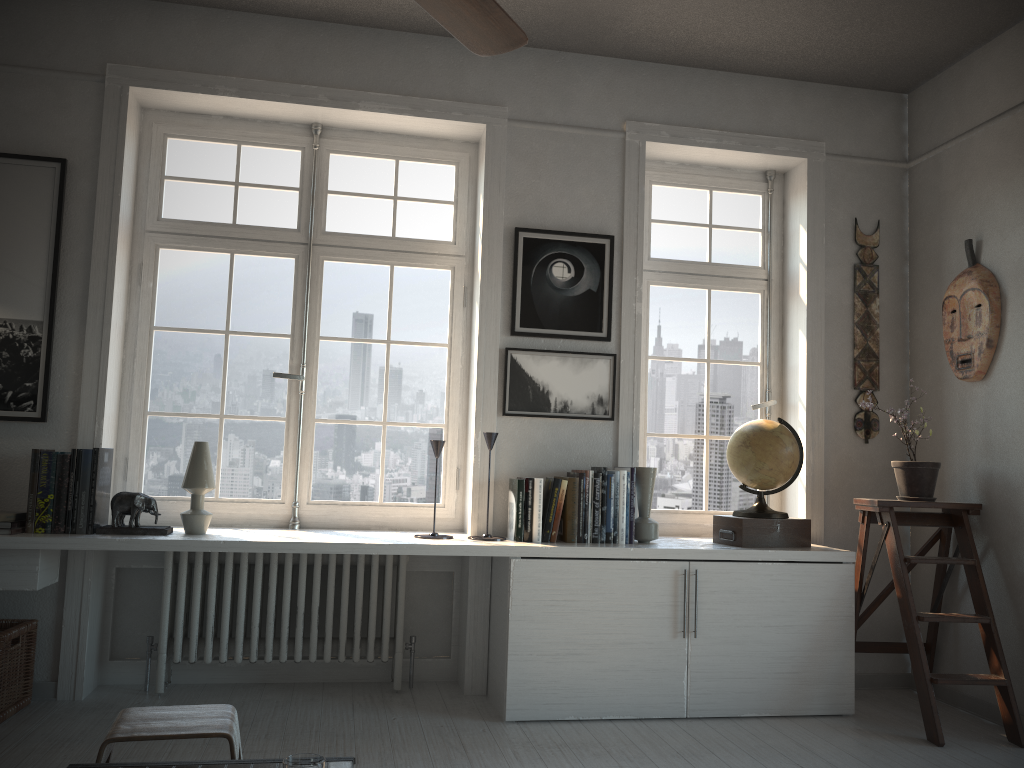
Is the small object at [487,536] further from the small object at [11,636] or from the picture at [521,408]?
the small object at [11,636]

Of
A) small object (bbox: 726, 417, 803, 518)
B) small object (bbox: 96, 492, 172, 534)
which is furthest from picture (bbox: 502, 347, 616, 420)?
small object (bbox: 96, 492, 172, 534)

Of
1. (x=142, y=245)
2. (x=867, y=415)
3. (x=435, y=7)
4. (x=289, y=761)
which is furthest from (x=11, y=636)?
(x=867, y=415)

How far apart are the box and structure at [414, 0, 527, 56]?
2.4 meters

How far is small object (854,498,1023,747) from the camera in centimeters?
337cm

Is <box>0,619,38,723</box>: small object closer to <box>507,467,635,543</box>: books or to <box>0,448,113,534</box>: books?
<box>0,448,113,534</box>: books

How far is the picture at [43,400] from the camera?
3.5 meters

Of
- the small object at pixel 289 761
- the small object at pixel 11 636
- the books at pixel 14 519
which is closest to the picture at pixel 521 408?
the books at pixel 14 519

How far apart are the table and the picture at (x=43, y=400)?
2.1m

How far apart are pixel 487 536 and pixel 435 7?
2.37m
